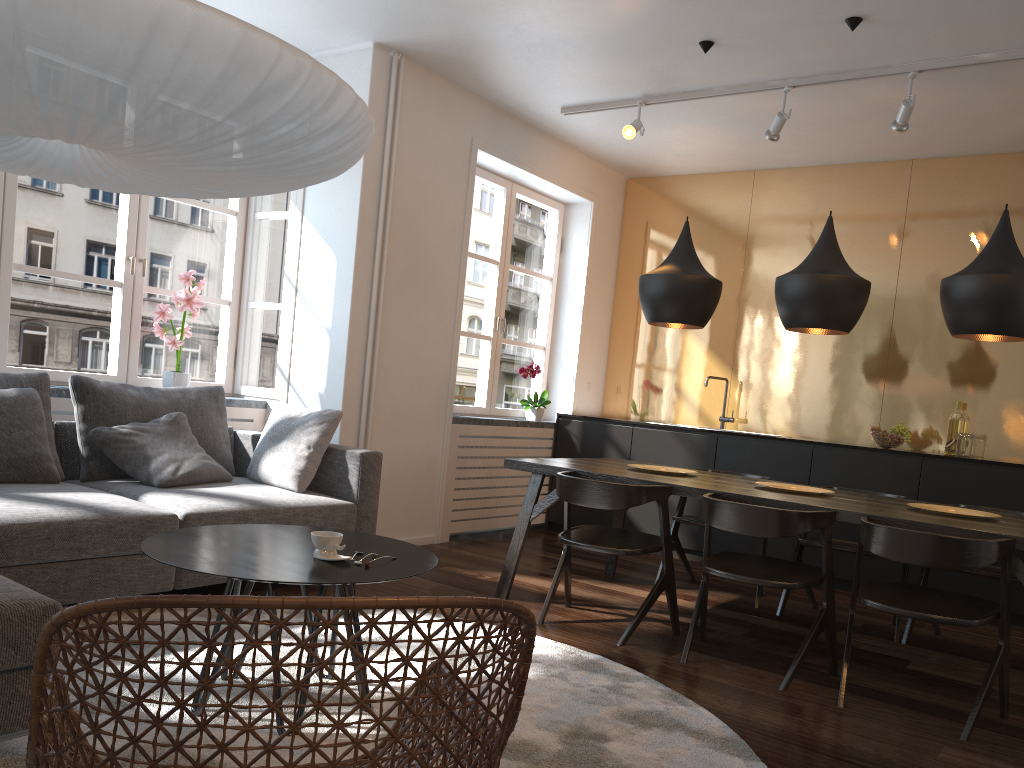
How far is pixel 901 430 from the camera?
5.4m

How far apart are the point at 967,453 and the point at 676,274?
2.4 meters

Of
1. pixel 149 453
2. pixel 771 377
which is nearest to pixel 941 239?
pixel 771 377

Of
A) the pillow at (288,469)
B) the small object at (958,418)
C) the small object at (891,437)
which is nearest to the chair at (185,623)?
the pillow at (288,469)

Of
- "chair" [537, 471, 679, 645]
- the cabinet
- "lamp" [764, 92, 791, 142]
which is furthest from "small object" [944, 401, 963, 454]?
"chair" [537, 471, 679, 645]

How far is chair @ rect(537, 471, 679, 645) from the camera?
3.63m

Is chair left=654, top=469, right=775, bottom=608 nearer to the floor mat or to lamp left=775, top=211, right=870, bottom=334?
lamp left=775, top=211, right=870, bottom=334

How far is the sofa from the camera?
2.0m

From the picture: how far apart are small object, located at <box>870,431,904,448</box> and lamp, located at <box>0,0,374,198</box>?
4.1m

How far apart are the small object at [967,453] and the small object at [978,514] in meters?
1.8 m
